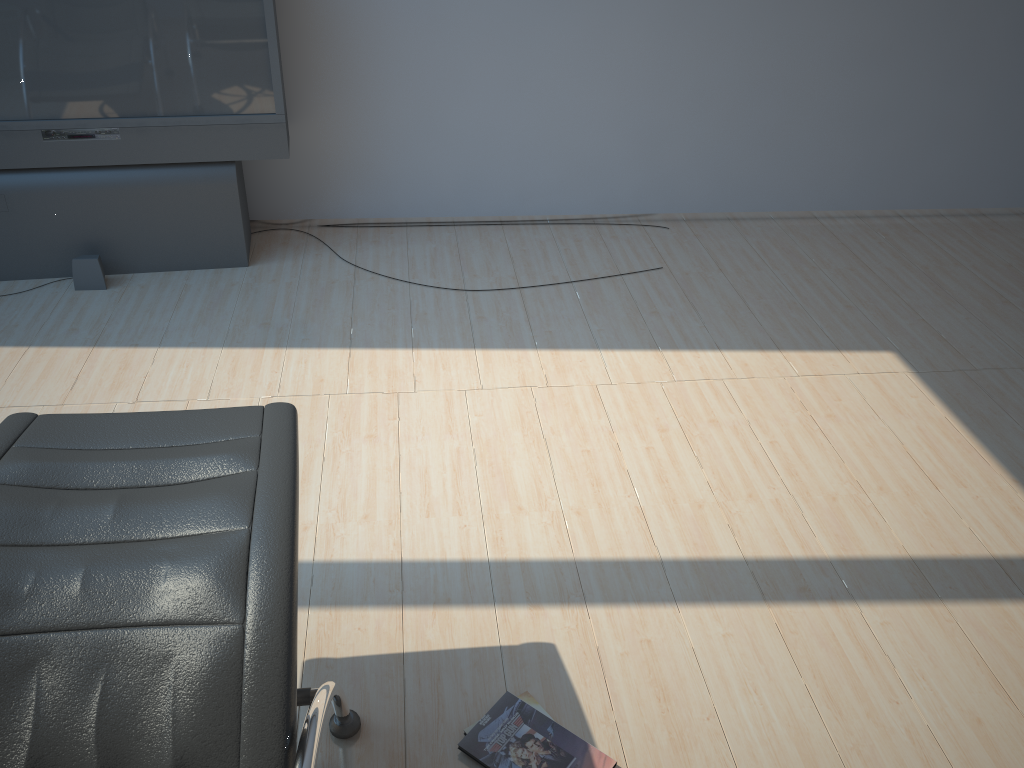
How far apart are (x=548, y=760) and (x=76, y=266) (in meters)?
3.04

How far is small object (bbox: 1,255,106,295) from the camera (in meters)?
3.86

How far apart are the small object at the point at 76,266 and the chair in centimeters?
217cm

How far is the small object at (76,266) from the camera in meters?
3.9

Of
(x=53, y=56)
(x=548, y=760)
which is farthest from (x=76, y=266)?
(x=548, y=760)

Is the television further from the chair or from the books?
the books

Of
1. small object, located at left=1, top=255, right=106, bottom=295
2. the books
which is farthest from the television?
the books

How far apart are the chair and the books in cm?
25

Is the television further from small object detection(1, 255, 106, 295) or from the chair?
the chair

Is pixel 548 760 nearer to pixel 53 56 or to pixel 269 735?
pixel 269 735
